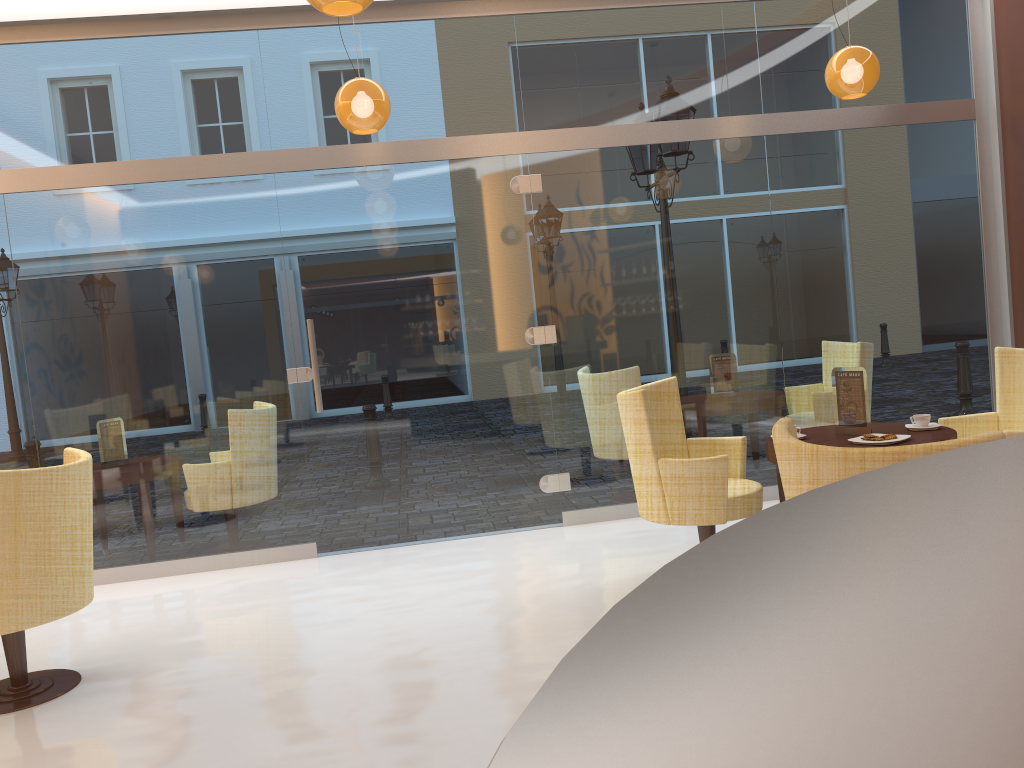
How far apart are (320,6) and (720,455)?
2.6 meters

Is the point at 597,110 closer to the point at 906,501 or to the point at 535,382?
the point at 535,382

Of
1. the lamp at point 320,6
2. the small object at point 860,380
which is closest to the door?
the small object at point 860,380

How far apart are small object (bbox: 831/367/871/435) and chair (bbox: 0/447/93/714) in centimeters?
354cm

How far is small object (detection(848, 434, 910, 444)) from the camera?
4.0 meters

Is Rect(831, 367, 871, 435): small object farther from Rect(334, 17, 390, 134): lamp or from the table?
Rect(334, 17, 390, 134): lamp

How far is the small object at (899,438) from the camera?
4.0 meters

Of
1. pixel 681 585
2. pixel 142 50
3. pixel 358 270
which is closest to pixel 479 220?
pixel 358 270

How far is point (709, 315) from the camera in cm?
605

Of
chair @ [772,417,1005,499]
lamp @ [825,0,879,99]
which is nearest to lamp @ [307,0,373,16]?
chair @ [772,417,1005,499]
